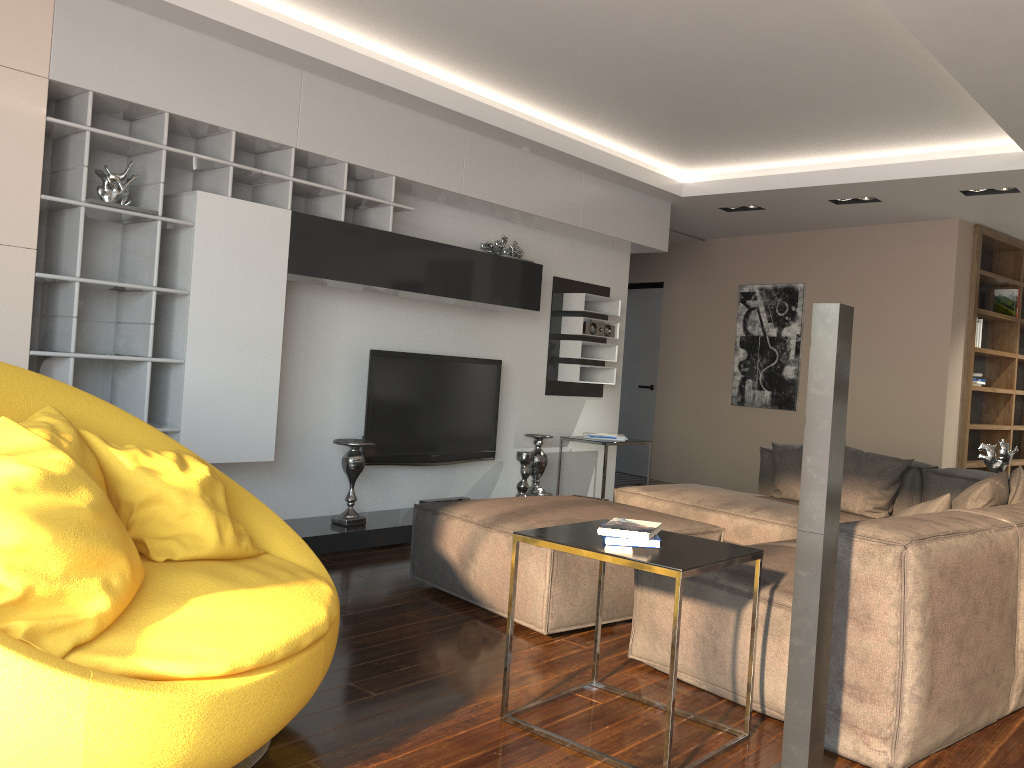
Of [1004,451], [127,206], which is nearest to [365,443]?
[127,206]

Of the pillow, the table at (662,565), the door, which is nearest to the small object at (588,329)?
the pillow

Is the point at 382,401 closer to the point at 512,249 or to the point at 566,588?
the point at 512,249

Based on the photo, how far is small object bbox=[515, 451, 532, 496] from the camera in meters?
6.1 m

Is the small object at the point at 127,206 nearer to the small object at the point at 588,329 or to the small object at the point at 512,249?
the small object at the point at 512,249

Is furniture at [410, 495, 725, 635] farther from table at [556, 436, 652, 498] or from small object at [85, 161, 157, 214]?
table at [556, 436, 652, 498]

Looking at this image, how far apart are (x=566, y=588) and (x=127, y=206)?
2.59m

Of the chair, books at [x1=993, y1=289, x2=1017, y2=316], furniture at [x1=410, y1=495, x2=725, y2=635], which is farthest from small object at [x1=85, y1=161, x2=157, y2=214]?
books at [x1=993, y1=289, x2=1017, y2=316]

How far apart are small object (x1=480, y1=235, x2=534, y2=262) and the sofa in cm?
176

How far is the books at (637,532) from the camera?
2.50m
